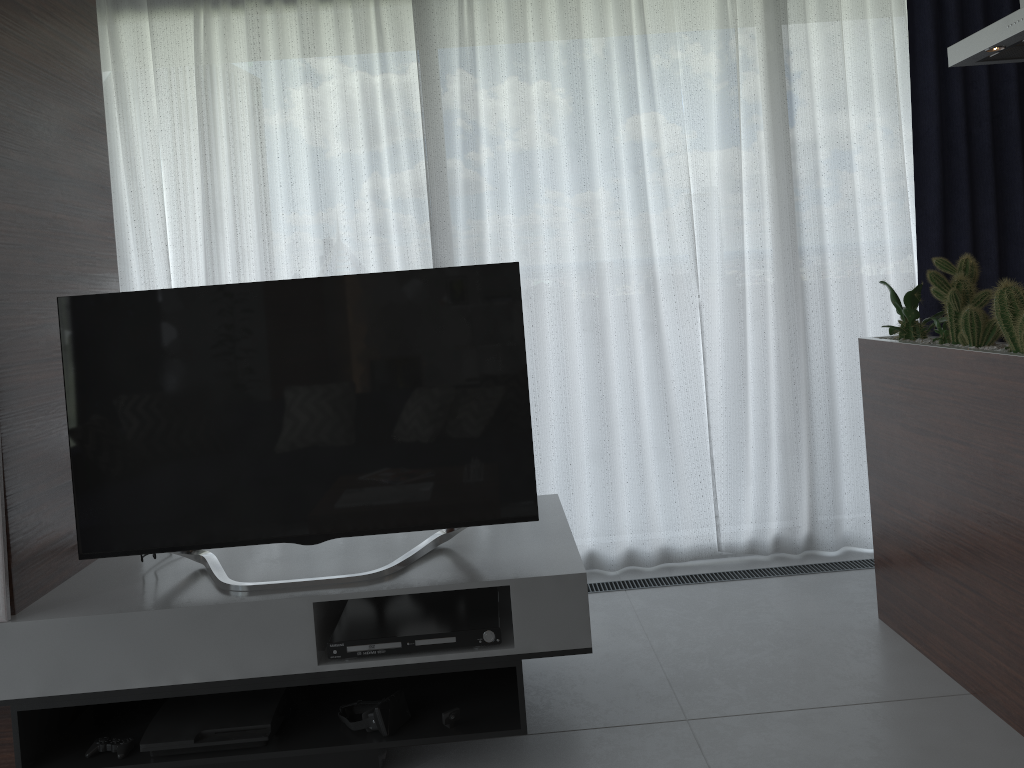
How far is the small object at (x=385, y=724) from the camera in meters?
2.3 m

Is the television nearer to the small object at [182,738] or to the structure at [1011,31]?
the small object at [182,738]

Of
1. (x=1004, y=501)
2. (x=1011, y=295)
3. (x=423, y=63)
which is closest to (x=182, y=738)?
(x=1004, y=501)

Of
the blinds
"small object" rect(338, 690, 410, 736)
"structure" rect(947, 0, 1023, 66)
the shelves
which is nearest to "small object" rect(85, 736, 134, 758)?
the shelves

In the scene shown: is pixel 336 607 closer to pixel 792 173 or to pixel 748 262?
pixel 748 262

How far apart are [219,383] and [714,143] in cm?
234

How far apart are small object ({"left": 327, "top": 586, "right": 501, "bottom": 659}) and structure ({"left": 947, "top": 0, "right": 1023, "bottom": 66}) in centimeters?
206cm

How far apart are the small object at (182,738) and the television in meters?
0.3 m

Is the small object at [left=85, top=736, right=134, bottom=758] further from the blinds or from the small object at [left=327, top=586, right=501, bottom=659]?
the blinds

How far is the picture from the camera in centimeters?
219cm
